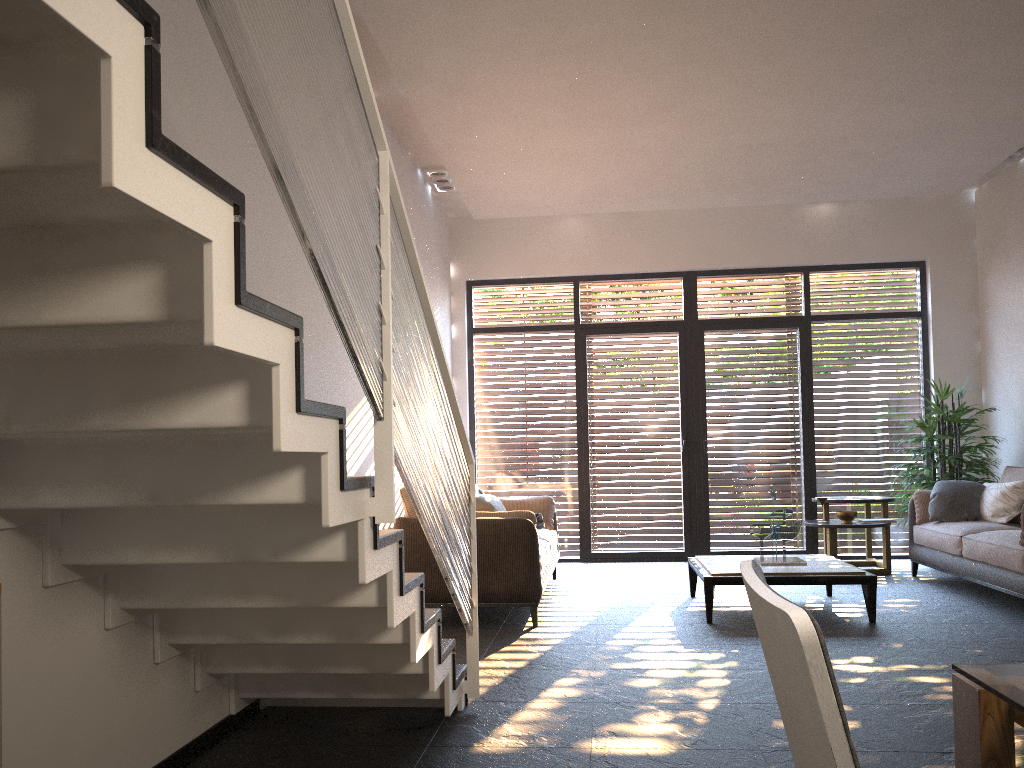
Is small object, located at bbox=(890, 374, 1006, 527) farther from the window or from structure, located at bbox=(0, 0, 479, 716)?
structure, located at bbox=(0, 0, 479, 716)

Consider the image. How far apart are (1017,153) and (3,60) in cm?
814

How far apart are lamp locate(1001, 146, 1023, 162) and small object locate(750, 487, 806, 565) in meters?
4.0

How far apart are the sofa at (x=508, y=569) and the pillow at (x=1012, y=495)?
3.0 meters

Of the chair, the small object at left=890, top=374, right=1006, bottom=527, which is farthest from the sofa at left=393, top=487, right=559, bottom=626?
the chair

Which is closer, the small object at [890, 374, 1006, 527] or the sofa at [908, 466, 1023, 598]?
the sofa at [908, 466, 1023, 598]

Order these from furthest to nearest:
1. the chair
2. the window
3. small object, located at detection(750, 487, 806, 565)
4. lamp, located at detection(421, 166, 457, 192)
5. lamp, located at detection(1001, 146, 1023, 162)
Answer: the window < lamp, located at detection(421, 166, 457, 192) < lamp, located at detection(1001, 146, 1023, 162) < small object, located at detection(750, 487, 806, 565) < the chair

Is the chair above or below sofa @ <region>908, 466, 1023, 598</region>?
above

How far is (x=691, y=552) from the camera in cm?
876

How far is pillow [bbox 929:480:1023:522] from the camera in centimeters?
662cm
